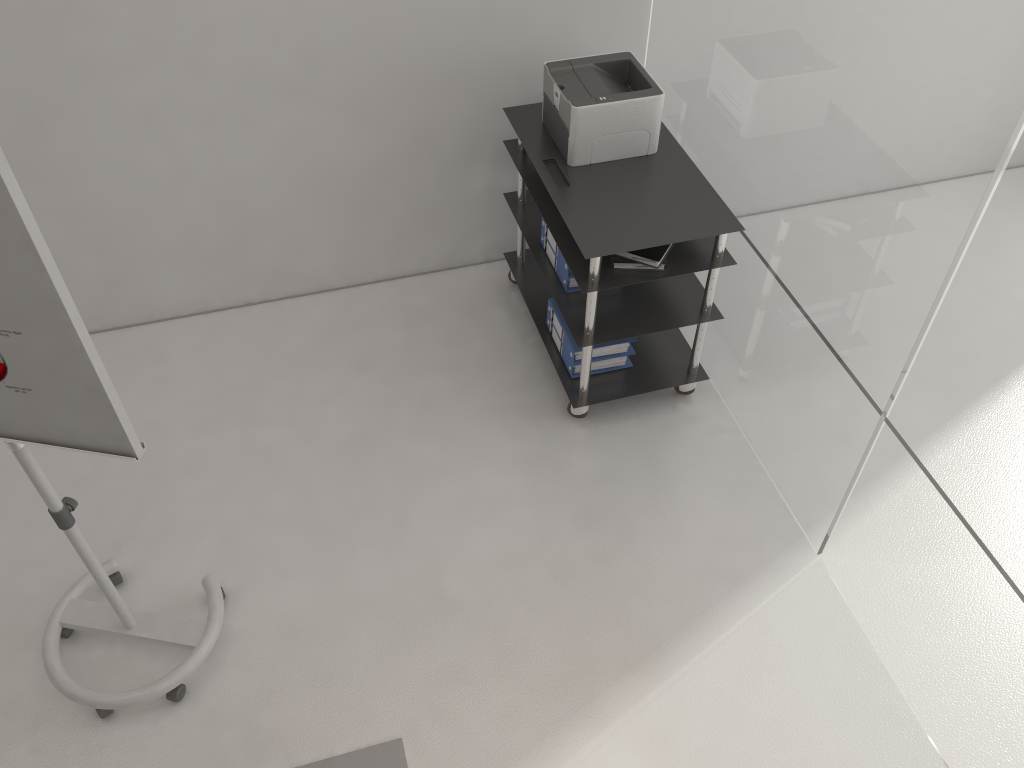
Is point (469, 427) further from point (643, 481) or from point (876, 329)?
point (876, 329)

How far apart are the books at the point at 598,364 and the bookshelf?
0.0m

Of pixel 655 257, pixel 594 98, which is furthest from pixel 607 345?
pixel 594 98

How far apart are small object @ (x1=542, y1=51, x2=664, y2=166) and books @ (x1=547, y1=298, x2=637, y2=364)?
0.59m

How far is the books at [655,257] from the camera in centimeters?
299cm

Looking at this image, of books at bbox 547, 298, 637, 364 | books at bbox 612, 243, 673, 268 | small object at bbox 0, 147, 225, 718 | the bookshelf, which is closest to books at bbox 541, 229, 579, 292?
the bookshelf

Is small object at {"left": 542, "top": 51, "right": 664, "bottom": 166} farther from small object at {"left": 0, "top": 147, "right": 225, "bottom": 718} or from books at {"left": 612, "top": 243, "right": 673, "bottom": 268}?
small object at {"left": 0, "top": 147, "right": 225, "bottom": 718}

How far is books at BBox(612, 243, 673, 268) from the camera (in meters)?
2.99

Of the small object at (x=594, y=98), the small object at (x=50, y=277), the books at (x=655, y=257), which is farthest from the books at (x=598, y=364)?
the small object at (x=50, y=277)

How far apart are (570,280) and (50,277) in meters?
2.0
